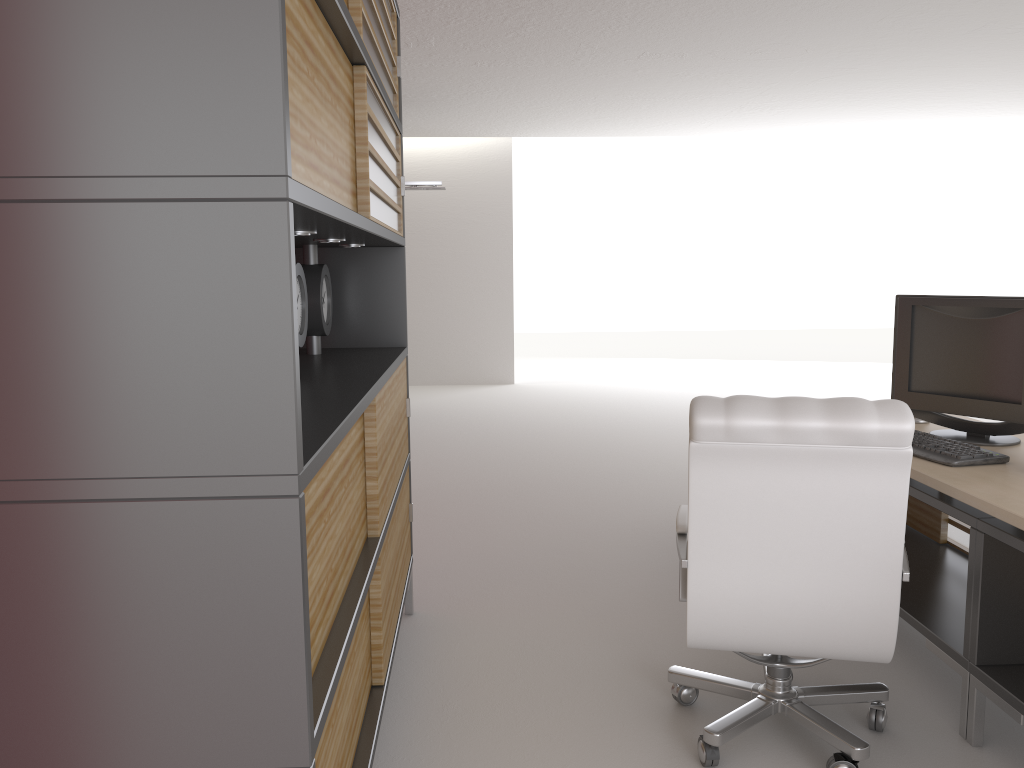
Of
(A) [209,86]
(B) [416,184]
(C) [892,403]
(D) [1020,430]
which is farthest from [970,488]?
(B) [416,184]

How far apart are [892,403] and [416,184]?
10.3 meters

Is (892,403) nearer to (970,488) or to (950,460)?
(970,488)

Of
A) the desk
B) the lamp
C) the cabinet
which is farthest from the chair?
the lamp

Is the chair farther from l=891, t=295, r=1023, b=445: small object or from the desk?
l=891, t=295, r=1023, b=445: small object

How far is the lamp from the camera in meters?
12.8

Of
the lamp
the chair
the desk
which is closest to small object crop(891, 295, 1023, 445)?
the desk

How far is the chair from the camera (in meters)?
3.38

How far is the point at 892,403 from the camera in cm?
338

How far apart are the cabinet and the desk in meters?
2.4
